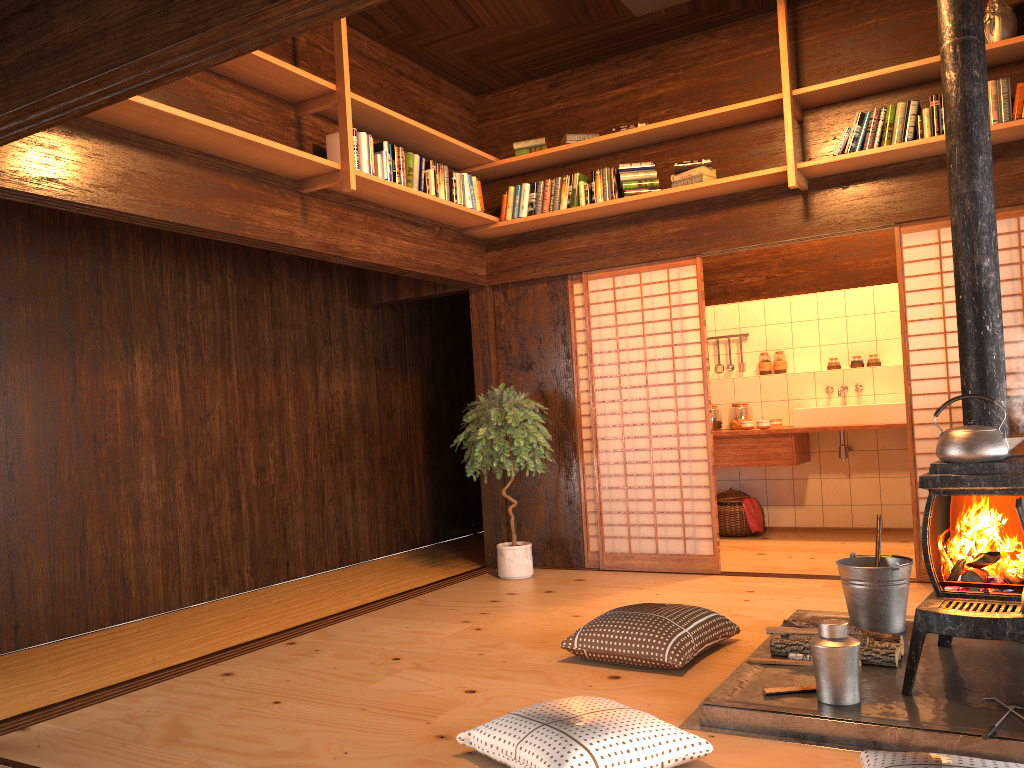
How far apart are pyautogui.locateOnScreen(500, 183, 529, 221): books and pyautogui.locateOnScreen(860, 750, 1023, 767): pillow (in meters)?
4.25

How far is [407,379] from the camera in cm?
765

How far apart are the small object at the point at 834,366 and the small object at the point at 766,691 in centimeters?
493cm

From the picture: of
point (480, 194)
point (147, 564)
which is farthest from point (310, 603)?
point (480, 194)

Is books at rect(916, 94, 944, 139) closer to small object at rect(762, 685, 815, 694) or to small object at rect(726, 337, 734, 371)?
small object at rect(762, 685, 815, 694)

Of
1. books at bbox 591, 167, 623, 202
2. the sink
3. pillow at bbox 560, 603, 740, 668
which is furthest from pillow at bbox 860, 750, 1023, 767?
the sink

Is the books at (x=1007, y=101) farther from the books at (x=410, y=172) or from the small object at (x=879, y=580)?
the books at (x=410, y=172)

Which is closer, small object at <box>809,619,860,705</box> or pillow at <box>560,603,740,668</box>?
small object at <box>809,619,860,705</box>

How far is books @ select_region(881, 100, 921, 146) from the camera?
4.8 meters

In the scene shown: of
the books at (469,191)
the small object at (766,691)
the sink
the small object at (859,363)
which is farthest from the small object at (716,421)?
the small object at (766,691)
